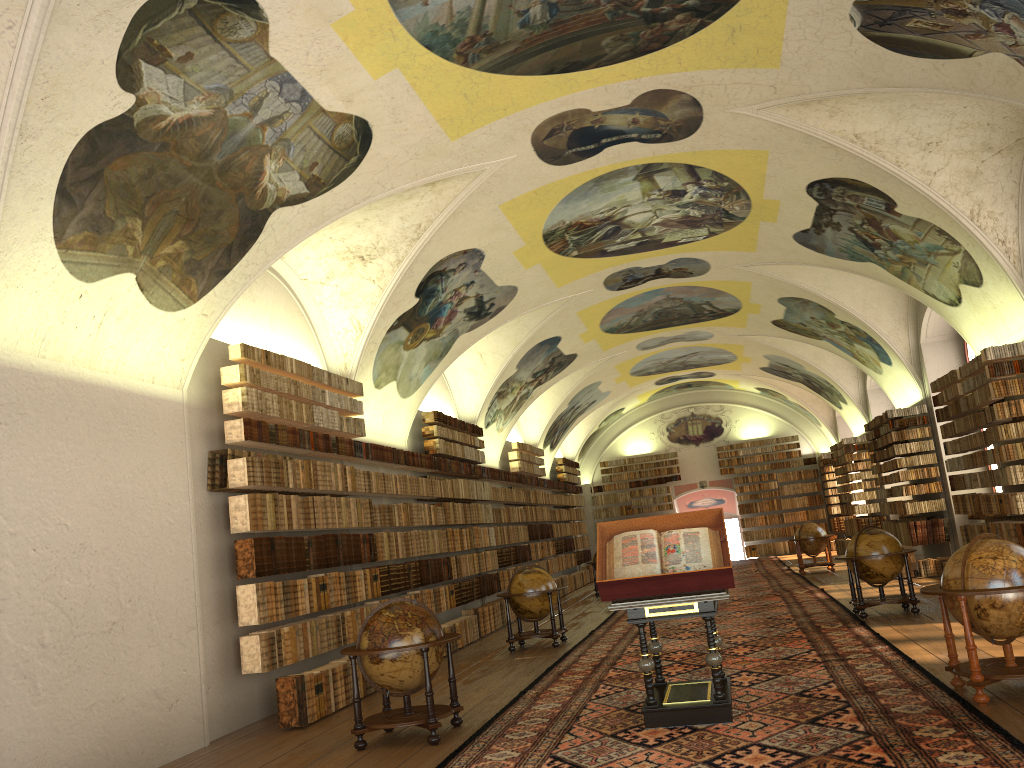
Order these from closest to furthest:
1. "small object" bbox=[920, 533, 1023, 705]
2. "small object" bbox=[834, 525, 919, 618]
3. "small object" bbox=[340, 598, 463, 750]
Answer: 1. "small object" bbox=[920, 533, 1023, 705]
2. "small object" bbox=[340, 598, 463, 750]
3. "small object" bbox=[834, 525, 919, 618]

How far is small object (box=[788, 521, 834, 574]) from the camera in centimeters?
2470cm

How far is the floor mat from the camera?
6.79m

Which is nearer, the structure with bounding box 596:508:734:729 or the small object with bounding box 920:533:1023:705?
the small object with bounding box 920:533:1023:705

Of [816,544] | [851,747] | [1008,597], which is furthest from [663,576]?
[816,544]

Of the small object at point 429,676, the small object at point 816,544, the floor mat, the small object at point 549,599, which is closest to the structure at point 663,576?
the floor mat

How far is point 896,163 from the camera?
12.71m

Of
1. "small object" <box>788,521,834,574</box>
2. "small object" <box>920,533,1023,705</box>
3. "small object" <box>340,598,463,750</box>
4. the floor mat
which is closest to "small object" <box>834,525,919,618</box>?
the floor mat

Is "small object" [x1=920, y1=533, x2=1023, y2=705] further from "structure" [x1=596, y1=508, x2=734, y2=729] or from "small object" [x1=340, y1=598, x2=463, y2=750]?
"small object" [x1=340, y1=598, x2=463, y2=750]

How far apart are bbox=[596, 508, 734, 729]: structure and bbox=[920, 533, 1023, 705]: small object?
1.83m
